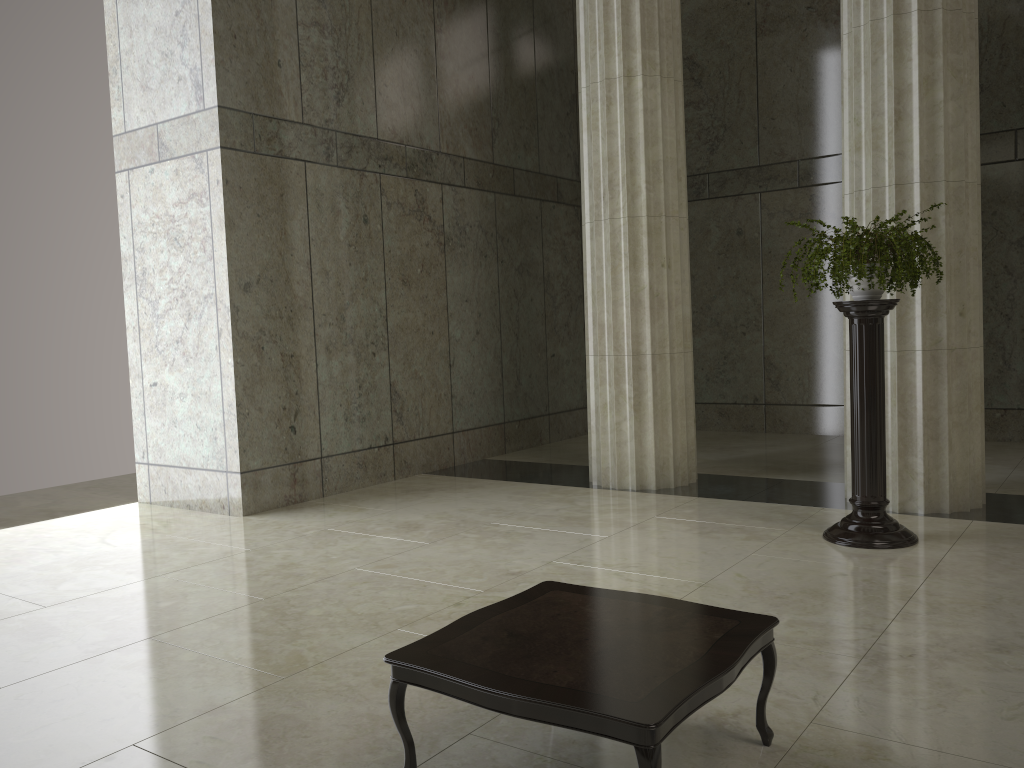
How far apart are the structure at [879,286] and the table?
3.12m

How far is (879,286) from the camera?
6.0 meters

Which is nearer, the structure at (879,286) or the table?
the table

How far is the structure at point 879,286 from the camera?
6.0m

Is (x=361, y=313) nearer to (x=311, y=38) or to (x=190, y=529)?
(x=311, y=38)

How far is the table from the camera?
2.7m

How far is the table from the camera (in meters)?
2.69

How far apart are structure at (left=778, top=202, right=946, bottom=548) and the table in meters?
3.1 m

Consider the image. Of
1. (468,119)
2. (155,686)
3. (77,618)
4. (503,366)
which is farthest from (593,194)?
(155,686)
